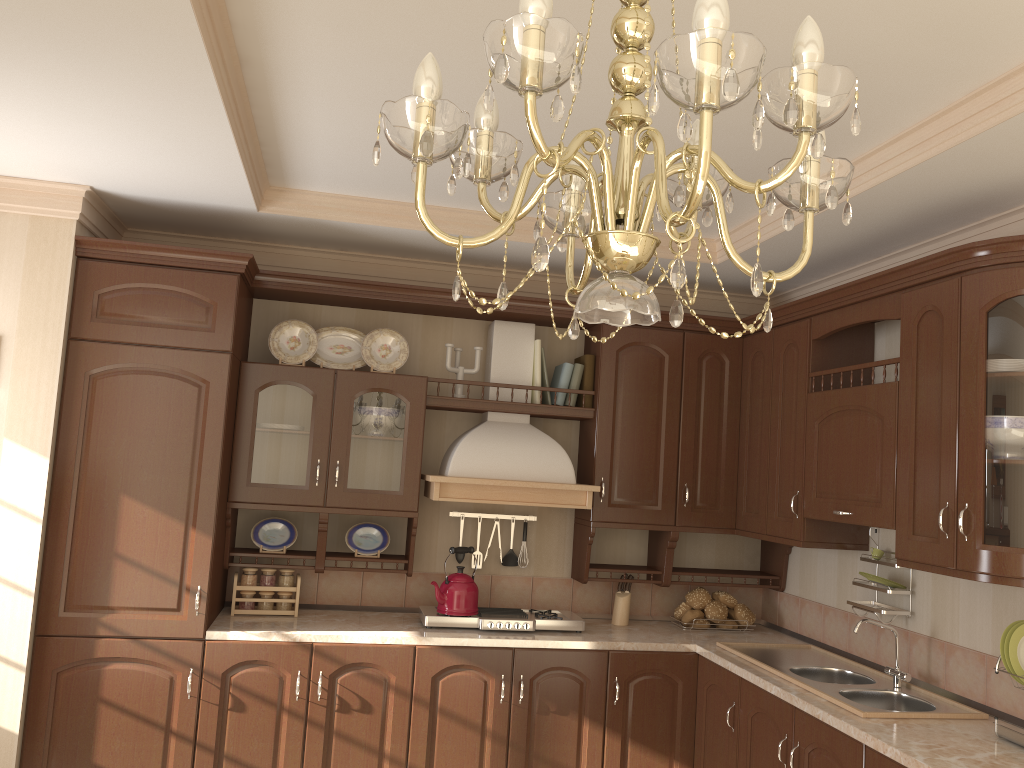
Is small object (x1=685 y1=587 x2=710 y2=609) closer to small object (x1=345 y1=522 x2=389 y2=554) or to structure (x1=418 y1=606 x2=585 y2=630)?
structure (x1=418 y1=606 x2=585 y2=630)

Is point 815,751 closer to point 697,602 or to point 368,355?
point 697,602

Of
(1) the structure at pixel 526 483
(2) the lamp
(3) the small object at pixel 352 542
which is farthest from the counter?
(2) the lamp

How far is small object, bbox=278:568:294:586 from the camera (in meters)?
3.86

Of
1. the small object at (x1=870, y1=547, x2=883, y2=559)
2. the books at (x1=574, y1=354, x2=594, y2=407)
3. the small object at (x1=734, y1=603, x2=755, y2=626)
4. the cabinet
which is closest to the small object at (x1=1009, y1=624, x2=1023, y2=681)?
the cabinet

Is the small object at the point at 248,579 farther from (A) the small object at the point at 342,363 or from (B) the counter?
(A) the small object at the point at 342,363

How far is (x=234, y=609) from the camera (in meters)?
3.77

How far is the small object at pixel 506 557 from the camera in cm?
424

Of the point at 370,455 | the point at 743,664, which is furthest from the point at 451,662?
the point at 743,664

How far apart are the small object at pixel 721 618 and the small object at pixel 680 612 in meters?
0.1 m
